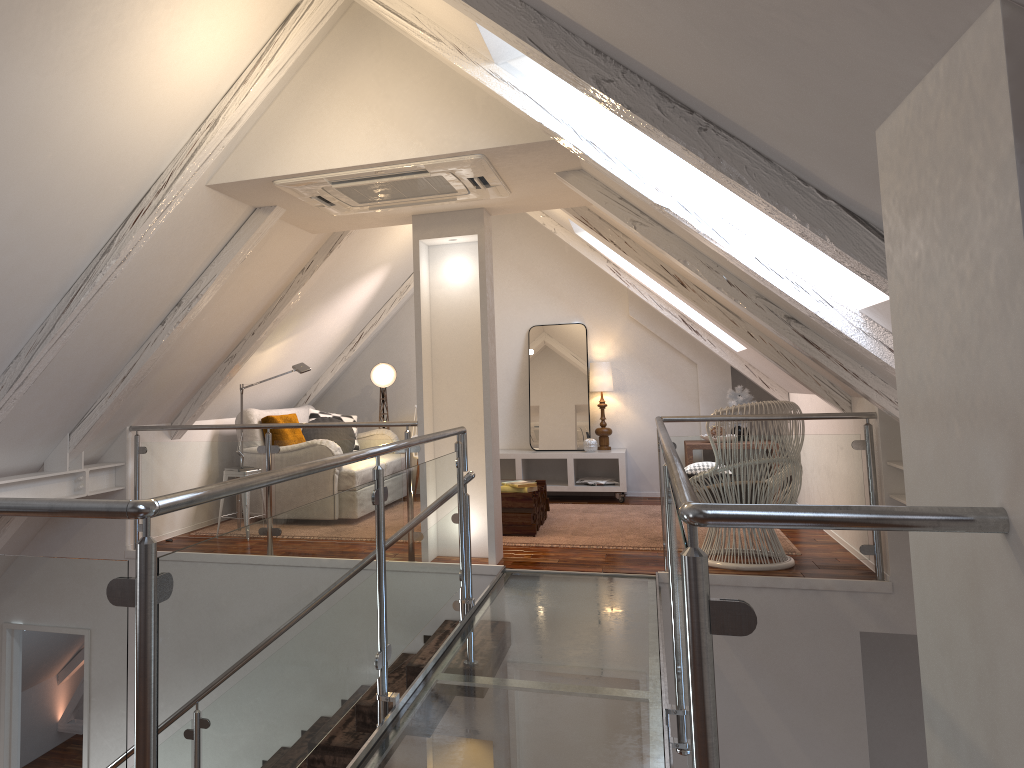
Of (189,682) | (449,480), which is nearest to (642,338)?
(449,480)

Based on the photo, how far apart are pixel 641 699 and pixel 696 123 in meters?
1.7

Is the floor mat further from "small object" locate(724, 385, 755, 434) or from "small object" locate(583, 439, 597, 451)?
"small object" locate(724, 385, 755, 434)

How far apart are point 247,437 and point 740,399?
3.73m

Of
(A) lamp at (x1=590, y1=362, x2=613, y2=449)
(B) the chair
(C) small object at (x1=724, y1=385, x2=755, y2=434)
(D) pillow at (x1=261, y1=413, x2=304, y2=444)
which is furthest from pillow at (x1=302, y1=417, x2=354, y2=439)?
(B) the chair

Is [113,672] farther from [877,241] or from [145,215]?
[145,215]

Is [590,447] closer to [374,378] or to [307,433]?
[374,378]

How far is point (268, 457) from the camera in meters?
4.7 m

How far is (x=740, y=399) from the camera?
6.93m

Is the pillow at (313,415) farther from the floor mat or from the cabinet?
the floor mat
